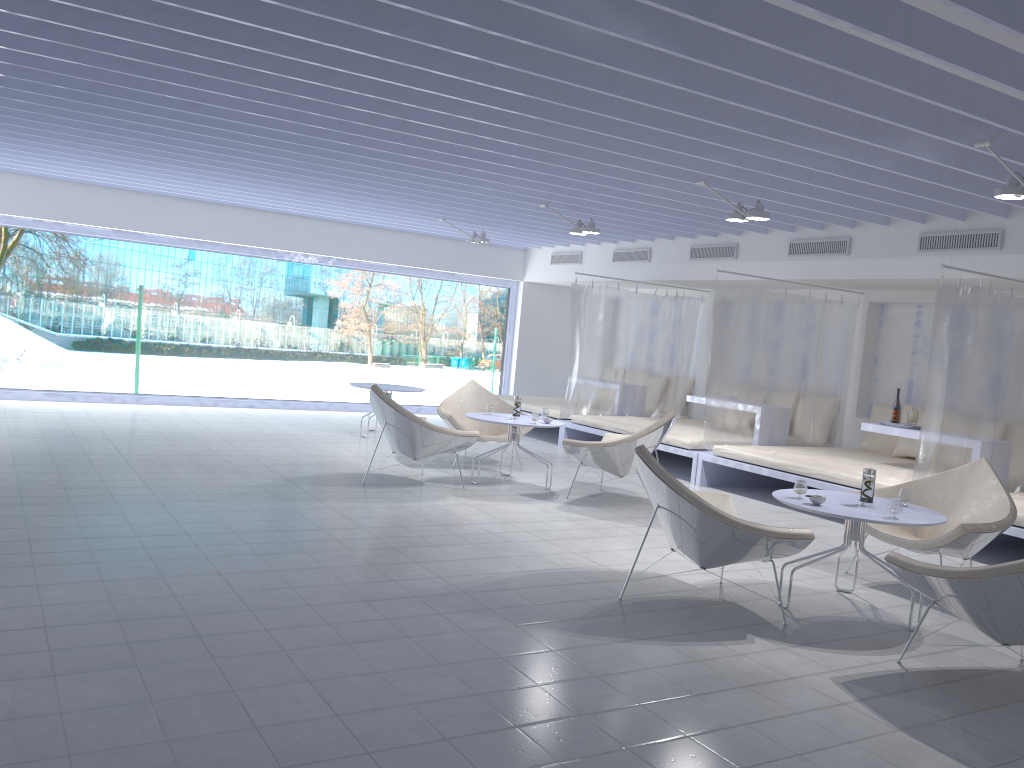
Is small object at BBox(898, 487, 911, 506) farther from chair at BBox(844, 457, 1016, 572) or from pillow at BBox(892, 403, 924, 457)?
pillow at BBox(892, 403, 924, 457)

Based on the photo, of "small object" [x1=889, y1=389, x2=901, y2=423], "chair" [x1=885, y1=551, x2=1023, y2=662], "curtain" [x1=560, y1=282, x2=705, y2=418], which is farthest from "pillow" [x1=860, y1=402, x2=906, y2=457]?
"chair" [x1=885, y1=551, x2=1023, y2=662]

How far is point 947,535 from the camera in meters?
4.6

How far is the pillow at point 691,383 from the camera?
11.1 meters

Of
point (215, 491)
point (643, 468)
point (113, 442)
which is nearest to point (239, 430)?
point (113, 442)

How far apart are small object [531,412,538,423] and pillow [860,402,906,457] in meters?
3.7

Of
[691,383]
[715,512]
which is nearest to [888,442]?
[691,383]

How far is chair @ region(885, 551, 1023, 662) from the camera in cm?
327

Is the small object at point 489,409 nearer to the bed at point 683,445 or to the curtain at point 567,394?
the bed at point 683,445

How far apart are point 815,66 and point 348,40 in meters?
2.2
